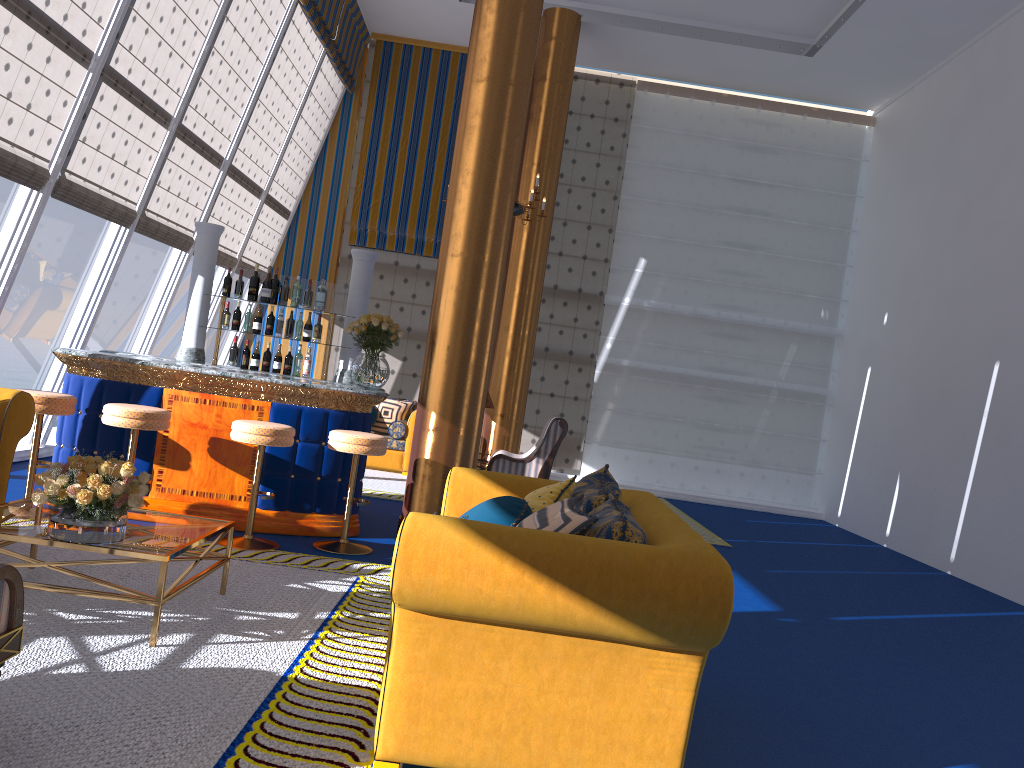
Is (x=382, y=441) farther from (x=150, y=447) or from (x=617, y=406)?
(x=617, y=406)

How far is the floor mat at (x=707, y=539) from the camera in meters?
8.7

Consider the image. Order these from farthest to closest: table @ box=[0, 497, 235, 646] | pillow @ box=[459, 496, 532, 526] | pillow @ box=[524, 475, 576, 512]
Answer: pillow @ box=[524, 475, 576, 512] → pillow @ box=[459, 496, 532, 526] → table @ box=[0, 497, 235, 646]

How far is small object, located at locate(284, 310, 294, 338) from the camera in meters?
7.9

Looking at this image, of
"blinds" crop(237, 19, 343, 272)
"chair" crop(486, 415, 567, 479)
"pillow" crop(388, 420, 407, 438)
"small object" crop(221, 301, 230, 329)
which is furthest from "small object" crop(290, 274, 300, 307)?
"blinds" crop(237, 19, 343, 272)

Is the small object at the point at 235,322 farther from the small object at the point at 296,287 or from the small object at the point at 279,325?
the small object at the point at 296,287

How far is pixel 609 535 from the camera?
2.8m

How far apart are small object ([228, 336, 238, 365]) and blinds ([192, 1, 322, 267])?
3.2m

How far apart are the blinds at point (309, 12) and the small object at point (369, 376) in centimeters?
492cm

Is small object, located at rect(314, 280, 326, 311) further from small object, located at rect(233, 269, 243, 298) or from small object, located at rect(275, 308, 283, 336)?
small object, located at rect(233, 269, 243, 298)
